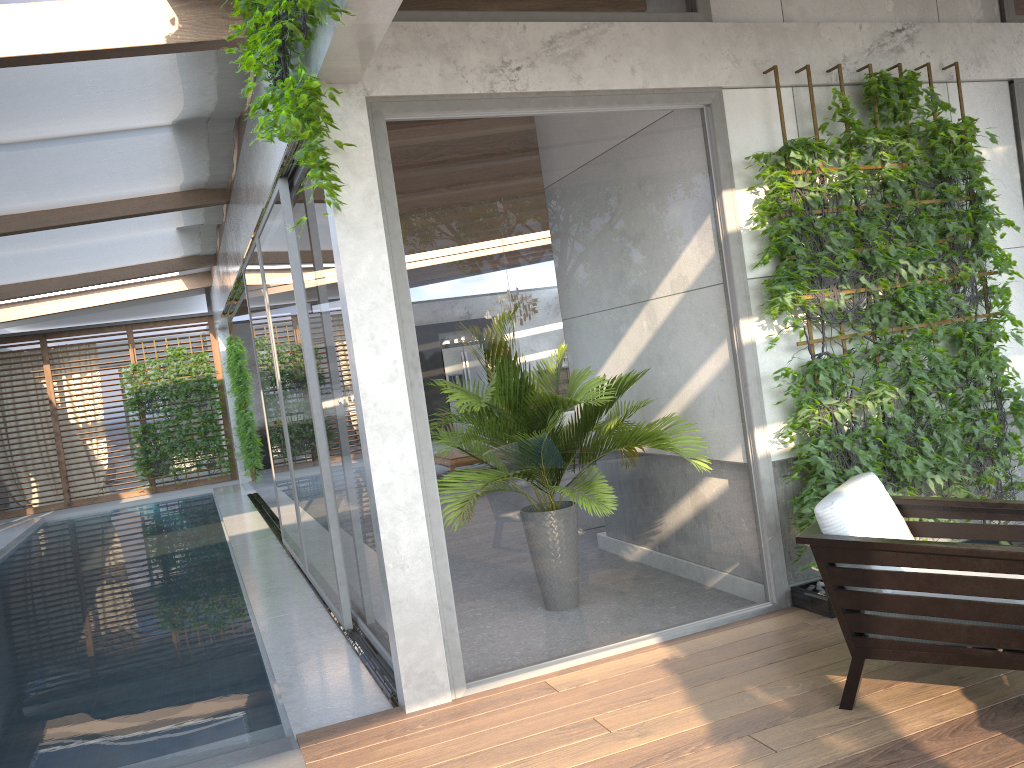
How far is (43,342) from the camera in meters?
15.5 m

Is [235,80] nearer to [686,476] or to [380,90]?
[380,90]

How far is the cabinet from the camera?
17.7 meters

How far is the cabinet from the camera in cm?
1773

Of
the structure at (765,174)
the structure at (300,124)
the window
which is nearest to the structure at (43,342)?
the window

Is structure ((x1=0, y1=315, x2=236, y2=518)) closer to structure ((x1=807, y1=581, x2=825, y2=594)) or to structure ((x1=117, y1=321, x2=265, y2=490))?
structure ((x1=117, y1=321, x2=265, y2=490))

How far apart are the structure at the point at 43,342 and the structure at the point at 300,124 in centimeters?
1281cm

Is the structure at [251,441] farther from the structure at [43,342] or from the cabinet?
the cabinet

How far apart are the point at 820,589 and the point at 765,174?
2.1 meters

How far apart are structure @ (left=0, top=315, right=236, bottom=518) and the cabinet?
1.3m
